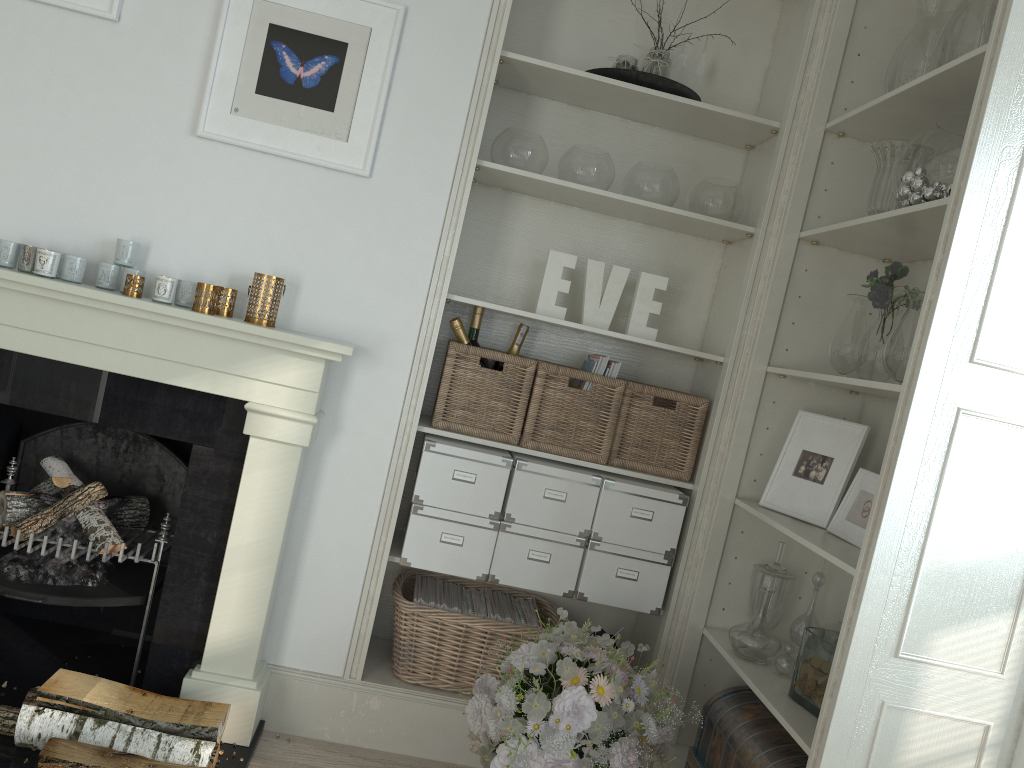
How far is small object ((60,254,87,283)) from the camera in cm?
239

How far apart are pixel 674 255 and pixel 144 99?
1.7m

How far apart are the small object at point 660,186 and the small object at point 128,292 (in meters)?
1.47

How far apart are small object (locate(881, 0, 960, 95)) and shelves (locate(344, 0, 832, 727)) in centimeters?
24cm

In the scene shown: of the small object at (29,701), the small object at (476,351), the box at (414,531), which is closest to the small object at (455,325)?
the small object at (476,351)

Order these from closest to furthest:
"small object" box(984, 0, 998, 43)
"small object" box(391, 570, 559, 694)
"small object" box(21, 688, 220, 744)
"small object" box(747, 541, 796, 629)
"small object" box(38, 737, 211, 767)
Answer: "small object" box(984, 0, 998, 43) < "small object" box(38, 737, 211, 767) < "small object" box(21, 688, 220, 744) < "small object" box(747, 541, 796, 629) < "small object" box(391, 570, 559, 694)

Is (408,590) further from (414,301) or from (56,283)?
(56,283)

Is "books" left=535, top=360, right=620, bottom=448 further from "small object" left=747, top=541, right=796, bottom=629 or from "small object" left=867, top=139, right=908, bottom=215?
"small object" left=867, top=139, right=908, bottom=215

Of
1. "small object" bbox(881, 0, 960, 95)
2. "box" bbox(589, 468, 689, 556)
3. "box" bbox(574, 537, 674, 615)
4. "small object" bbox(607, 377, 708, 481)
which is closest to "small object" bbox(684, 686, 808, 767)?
"box" bbox(574, 537, 674, 615)

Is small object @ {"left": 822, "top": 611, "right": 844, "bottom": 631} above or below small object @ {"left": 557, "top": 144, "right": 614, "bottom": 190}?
below
